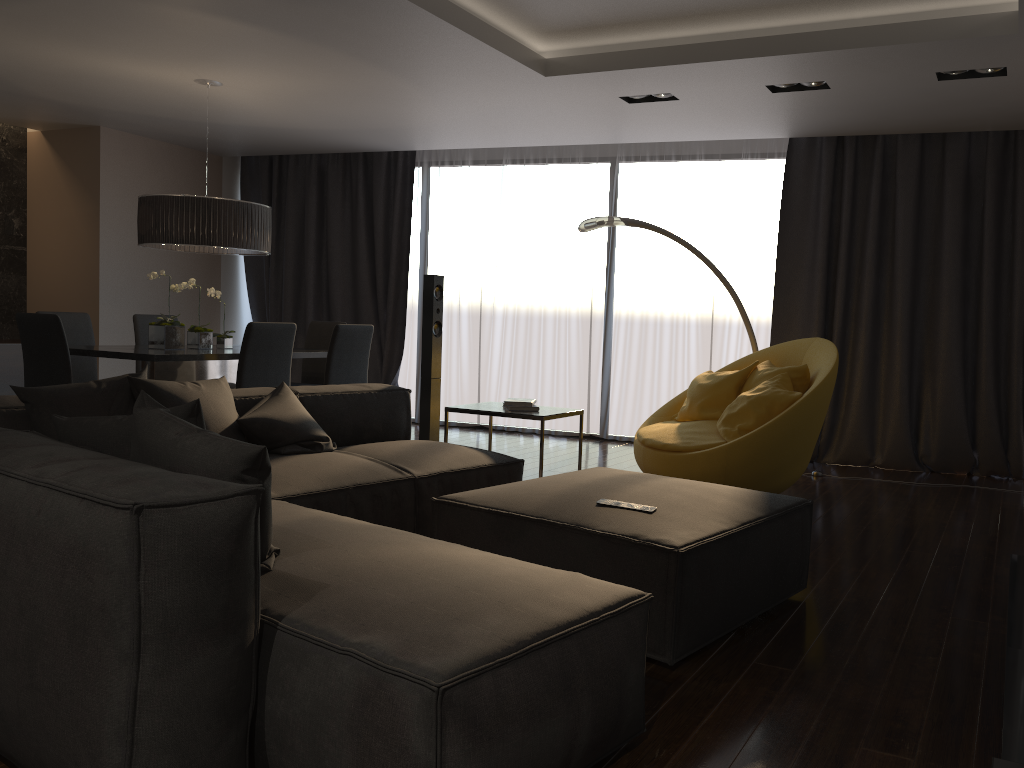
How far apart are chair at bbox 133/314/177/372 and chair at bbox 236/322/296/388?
1.9 meters

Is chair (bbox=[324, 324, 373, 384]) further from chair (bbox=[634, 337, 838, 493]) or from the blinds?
the blinds

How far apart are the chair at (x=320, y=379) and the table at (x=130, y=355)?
0.7m

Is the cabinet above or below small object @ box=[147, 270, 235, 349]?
below

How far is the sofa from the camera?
1.68m

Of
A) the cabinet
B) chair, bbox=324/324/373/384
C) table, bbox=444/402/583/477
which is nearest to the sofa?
table, bbox=444/402/583/477

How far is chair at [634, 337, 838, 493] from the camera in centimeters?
457cm

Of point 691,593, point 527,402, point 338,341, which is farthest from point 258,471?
point 338,341

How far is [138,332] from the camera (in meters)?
6.67

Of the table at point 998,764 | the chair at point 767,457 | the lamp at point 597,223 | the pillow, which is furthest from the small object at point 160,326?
the table at point 998,764
